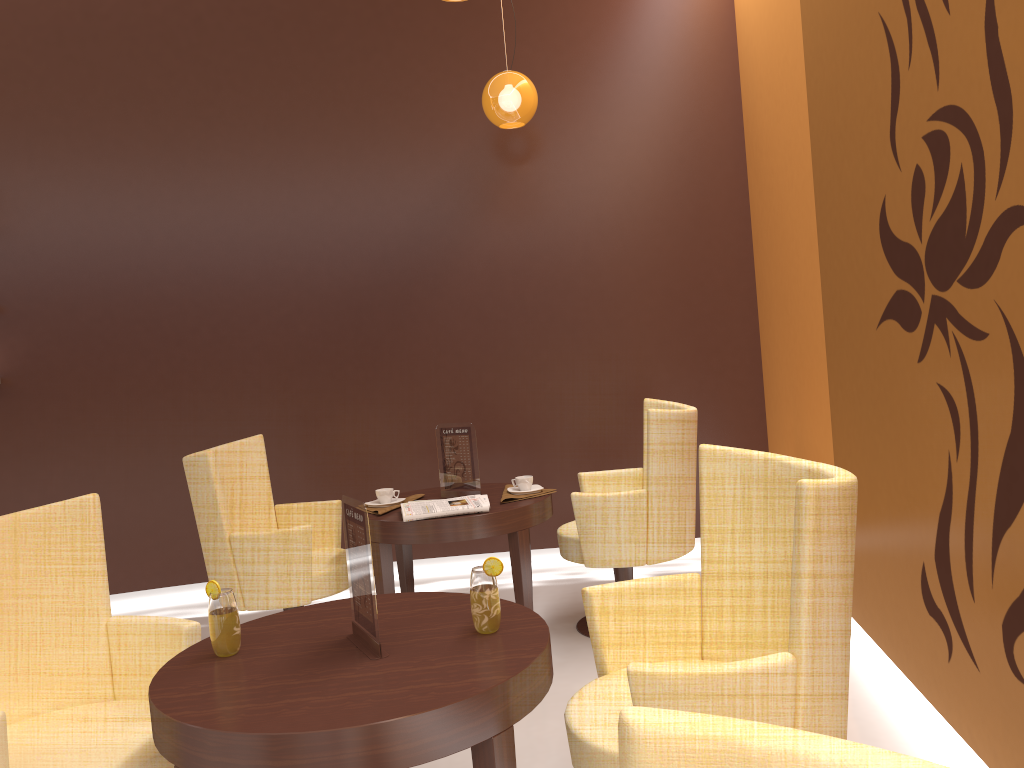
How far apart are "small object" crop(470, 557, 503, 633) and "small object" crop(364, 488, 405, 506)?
1.8 meters

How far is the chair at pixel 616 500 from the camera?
3.74m

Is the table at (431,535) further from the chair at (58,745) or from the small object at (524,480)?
the chair at (58,745)

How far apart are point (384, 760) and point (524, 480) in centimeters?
232cm

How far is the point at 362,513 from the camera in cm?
192

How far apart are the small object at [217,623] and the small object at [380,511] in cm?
162

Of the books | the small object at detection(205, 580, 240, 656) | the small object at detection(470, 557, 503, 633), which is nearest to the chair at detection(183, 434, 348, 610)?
the books

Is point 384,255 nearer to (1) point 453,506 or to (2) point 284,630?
(1) point 453,506

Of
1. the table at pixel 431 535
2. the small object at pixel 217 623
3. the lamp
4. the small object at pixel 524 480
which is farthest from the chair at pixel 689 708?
the lamp

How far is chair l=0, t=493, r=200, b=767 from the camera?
2.1m
